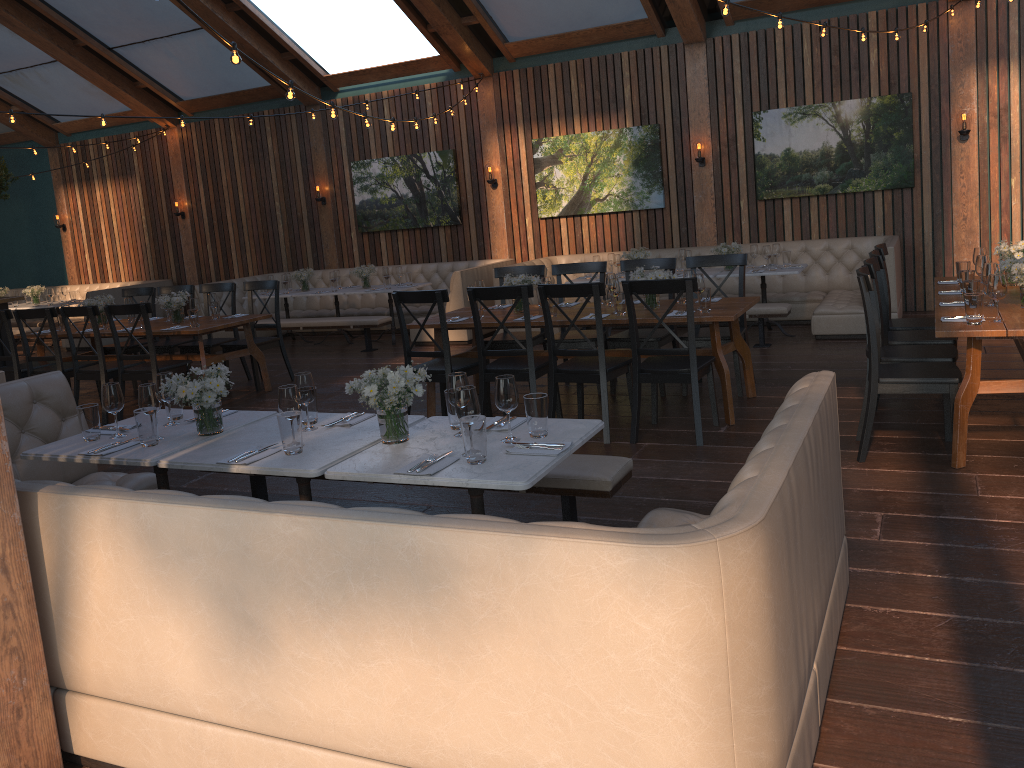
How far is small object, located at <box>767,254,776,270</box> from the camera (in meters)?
8.64

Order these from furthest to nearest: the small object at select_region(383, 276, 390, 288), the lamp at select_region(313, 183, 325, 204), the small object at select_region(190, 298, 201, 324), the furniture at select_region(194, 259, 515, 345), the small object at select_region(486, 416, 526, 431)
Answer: the lamp at select_region(313, 183, 325, 204) → the small object at select_region(383, 276, 390, 288) → the furniture at select_region(194, 259, 515, 345) → the small object at select_region(190, 298, 201, 324) → the small object at select_region(486, 416, 526, 431)

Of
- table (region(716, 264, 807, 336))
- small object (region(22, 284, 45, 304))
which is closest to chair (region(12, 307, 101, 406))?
table (region(716, 264, 807, 336))

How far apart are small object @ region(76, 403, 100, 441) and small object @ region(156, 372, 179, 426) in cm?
29

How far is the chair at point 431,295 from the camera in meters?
6.0 m

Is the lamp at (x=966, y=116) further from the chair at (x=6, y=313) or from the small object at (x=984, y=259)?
the chair at (x=6, y=313)

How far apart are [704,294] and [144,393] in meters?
3.5 m

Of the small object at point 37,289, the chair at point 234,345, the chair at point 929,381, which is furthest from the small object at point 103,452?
the small object at point 37,289

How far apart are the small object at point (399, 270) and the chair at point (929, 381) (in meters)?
6.77

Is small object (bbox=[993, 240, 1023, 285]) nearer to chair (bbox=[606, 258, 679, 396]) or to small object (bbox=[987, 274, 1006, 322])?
small object (bbox=[987, 274, 1006, 322])
